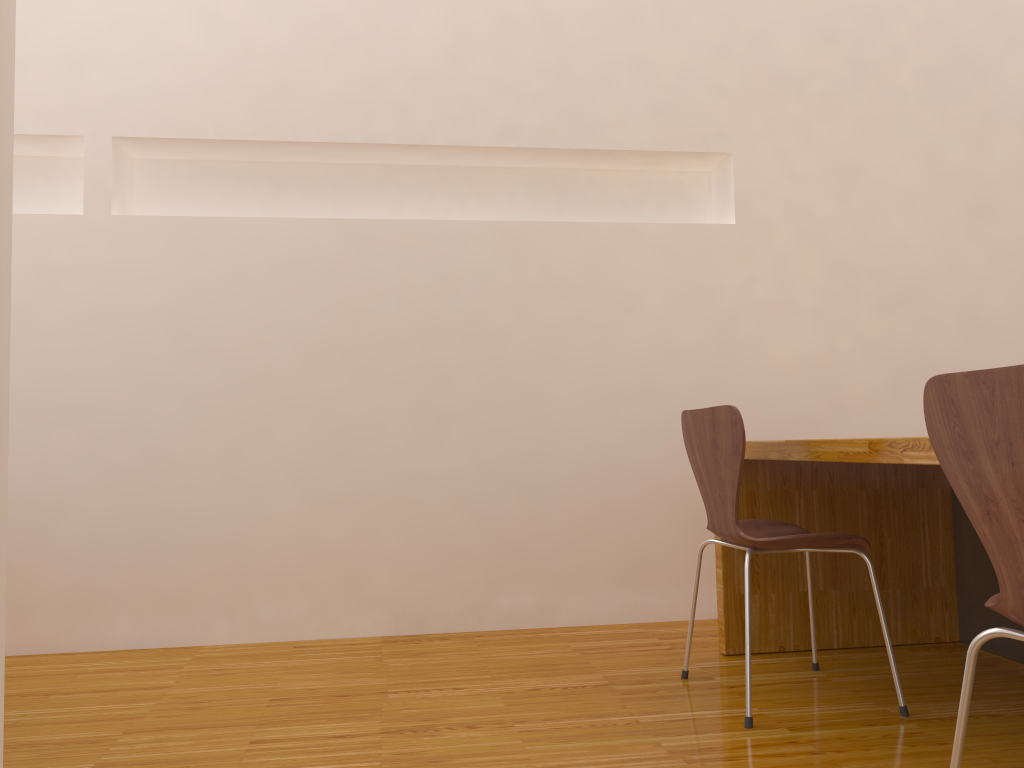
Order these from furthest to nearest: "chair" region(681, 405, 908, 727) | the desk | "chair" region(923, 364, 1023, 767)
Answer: the desk
"chair" region(681, 405, 908, 727)
"chair" region(923, 364, 1023, 767)

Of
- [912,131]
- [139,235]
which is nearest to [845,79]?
[912,131]

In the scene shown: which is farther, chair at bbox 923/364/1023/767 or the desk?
the desk

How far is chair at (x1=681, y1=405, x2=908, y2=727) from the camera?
1.97m

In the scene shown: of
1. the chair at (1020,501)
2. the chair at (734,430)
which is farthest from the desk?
the chair at (1020,501)

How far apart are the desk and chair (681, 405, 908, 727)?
0.16m

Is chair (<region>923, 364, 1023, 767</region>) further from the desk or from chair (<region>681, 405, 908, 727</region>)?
chair (<region>681, 405, 908, 727</region>)

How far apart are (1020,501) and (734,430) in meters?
0.9

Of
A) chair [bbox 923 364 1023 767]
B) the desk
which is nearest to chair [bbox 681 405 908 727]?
the desk

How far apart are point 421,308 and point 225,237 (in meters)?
0.68
